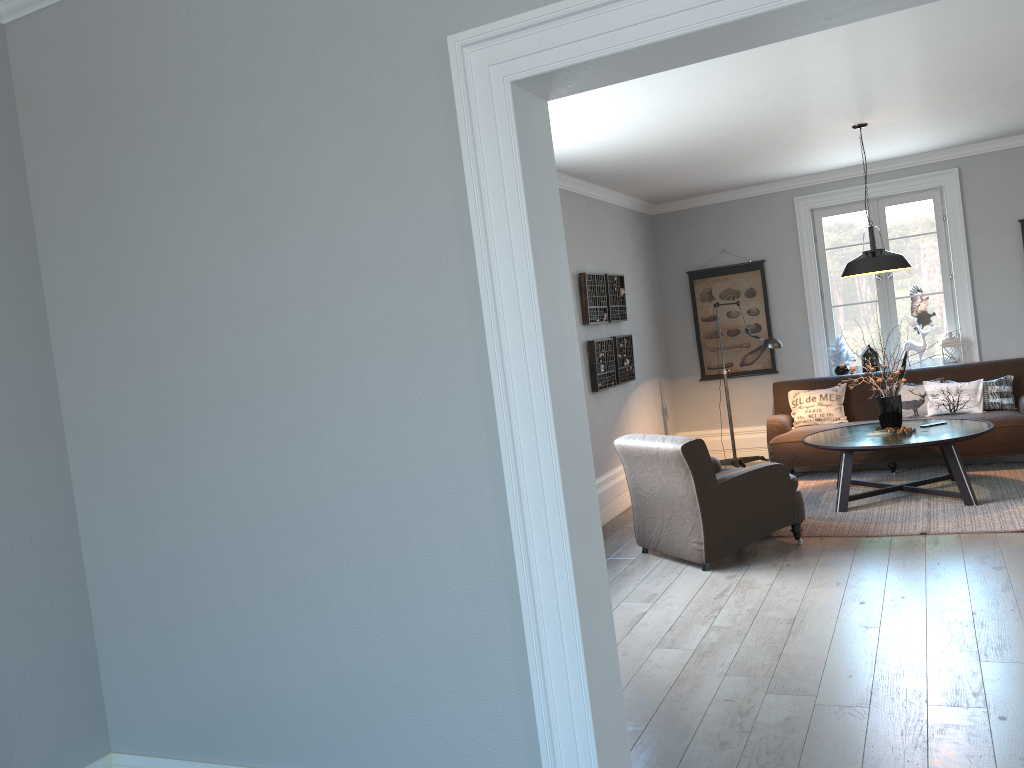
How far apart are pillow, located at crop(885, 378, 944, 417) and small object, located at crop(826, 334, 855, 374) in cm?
85

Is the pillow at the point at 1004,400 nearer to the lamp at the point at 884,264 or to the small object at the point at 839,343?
the small object at the point at 839,343

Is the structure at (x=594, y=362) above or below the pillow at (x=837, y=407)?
above

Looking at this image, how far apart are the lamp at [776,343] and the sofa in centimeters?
28cm

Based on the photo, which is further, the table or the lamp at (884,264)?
the lamp at (884,264)

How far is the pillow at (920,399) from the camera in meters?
7.5

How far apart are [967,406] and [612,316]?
3.01m

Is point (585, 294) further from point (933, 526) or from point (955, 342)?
point (955, 342)

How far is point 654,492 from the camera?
5.62m

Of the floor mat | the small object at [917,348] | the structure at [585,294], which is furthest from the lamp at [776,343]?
the small object at [917,348]
